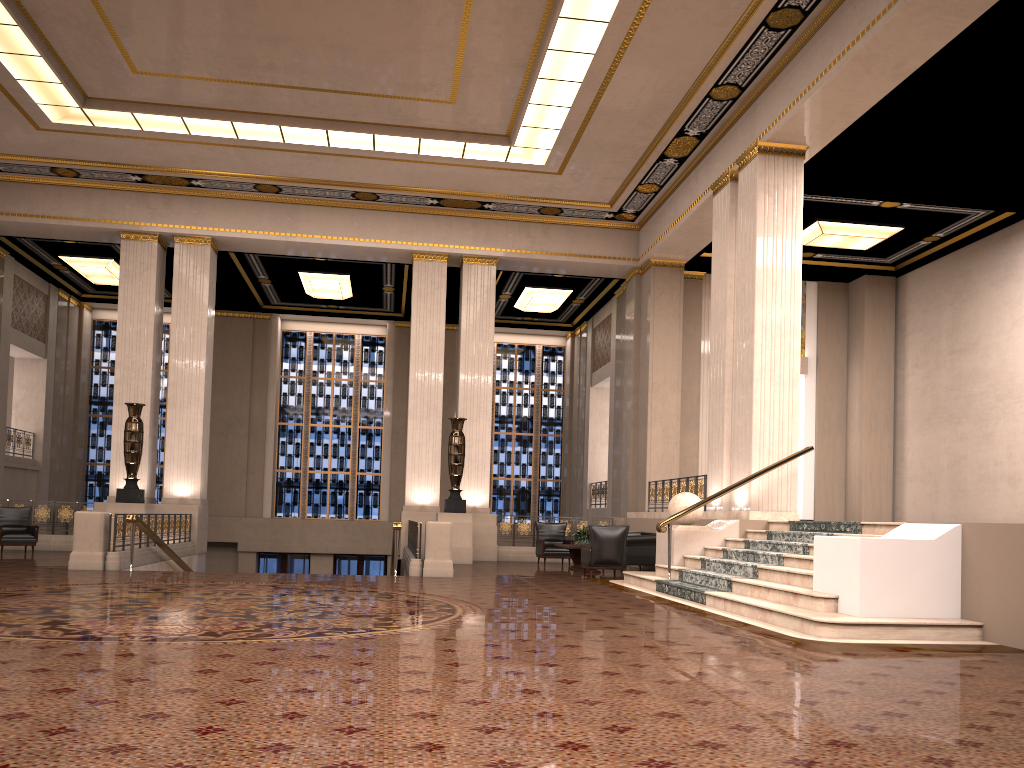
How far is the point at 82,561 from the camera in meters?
12.0

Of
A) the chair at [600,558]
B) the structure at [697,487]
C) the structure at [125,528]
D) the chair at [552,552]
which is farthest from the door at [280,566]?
the chair at [600,558]

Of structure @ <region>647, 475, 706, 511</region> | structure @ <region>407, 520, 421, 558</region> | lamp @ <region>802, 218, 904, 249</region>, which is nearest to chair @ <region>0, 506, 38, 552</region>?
structure @ <region>407, 520, 421, 558</region>

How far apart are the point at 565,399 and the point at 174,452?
12.0m

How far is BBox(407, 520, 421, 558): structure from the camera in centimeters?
1367cm

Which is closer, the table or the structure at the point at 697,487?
the table

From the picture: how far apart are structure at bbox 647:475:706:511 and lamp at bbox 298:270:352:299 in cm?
925

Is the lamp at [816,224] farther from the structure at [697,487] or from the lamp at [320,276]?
the lamp at [320,276]

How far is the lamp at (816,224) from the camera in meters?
16.5 m

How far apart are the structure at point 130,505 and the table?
7.63m
